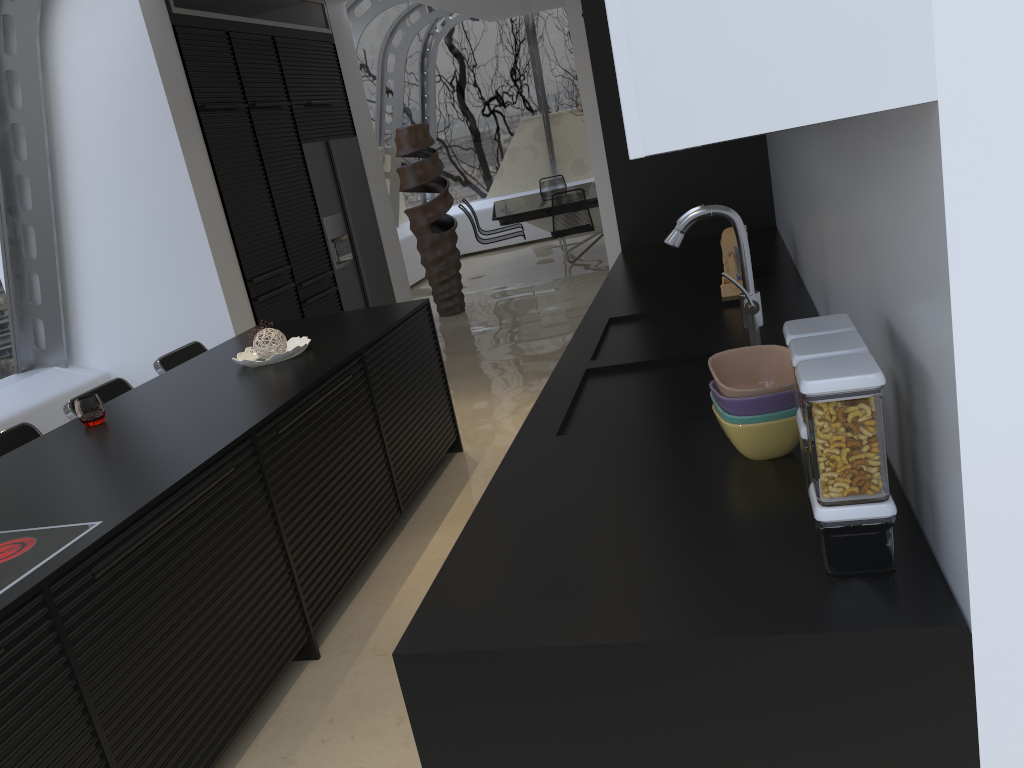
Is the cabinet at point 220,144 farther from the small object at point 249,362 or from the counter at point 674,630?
the counter at point 674,630

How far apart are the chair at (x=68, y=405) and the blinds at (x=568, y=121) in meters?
9.5 m

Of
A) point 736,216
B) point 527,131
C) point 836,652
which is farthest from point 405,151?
point 836,652

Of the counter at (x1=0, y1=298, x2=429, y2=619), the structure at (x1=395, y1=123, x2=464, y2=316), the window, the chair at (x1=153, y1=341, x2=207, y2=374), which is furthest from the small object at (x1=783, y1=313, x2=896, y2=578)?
the structure at (x1=395, y1=123, x2=464, y2=316)

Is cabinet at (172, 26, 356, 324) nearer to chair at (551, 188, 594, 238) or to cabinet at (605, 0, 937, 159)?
chair at (551, 188, 594, 238)

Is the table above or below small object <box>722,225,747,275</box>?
below

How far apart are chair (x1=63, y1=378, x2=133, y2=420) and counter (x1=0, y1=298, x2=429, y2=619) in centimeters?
31cm

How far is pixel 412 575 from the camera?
3.5m

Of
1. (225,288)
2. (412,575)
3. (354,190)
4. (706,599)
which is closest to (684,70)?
(706,599)

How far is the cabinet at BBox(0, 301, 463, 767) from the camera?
2.0 meters
